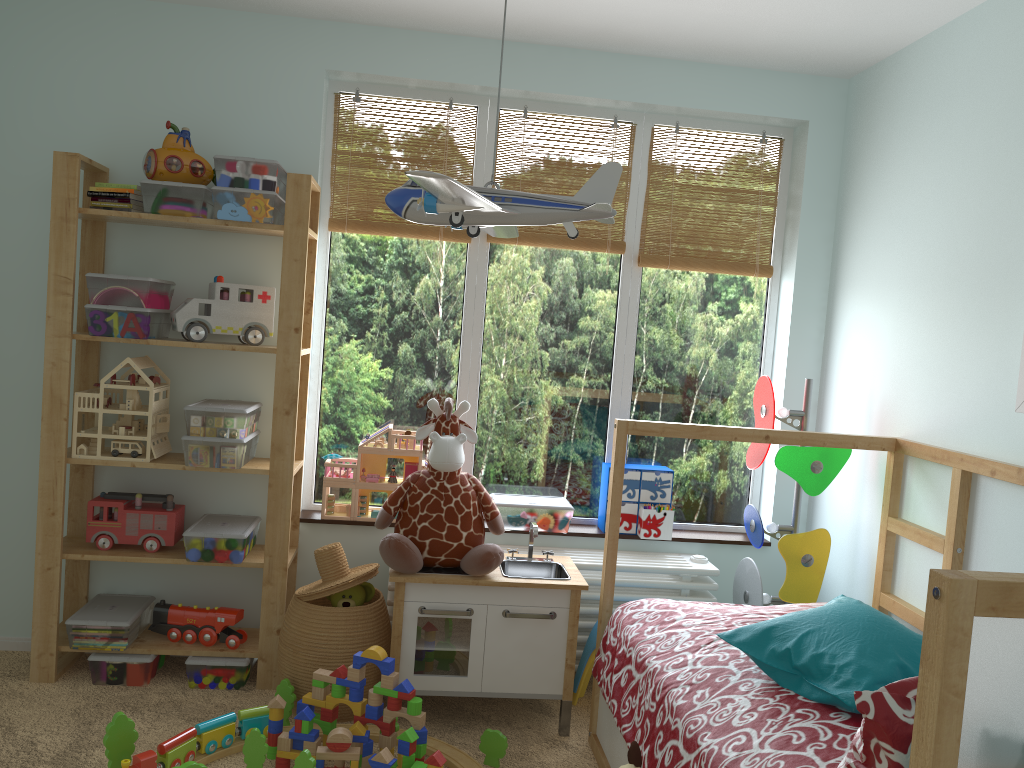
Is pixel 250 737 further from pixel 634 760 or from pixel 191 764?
pixel 634 760

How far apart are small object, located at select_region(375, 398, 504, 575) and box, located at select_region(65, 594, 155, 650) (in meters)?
0.86

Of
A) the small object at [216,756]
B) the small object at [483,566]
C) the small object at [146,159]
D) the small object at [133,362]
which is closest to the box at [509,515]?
the small object at [483,566]

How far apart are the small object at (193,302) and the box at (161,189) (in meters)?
0.20

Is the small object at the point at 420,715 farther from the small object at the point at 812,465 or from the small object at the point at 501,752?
the small object at the point at 812,465

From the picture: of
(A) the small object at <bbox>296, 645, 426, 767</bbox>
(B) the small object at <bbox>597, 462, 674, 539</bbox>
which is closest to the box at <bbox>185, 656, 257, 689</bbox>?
(A) the small object at <bbox>296, 645, 426, 767</bbox>

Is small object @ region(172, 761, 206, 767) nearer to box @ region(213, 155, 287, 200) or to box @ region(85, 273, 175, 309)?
box @ region(85, 273, 175, 309)

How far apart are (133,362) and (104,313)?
0.17m

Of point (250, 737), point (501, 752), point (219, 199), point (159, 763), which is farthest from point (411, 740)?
point (219, 199)

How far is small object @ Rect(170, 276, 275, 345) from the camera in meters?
2.8 m
